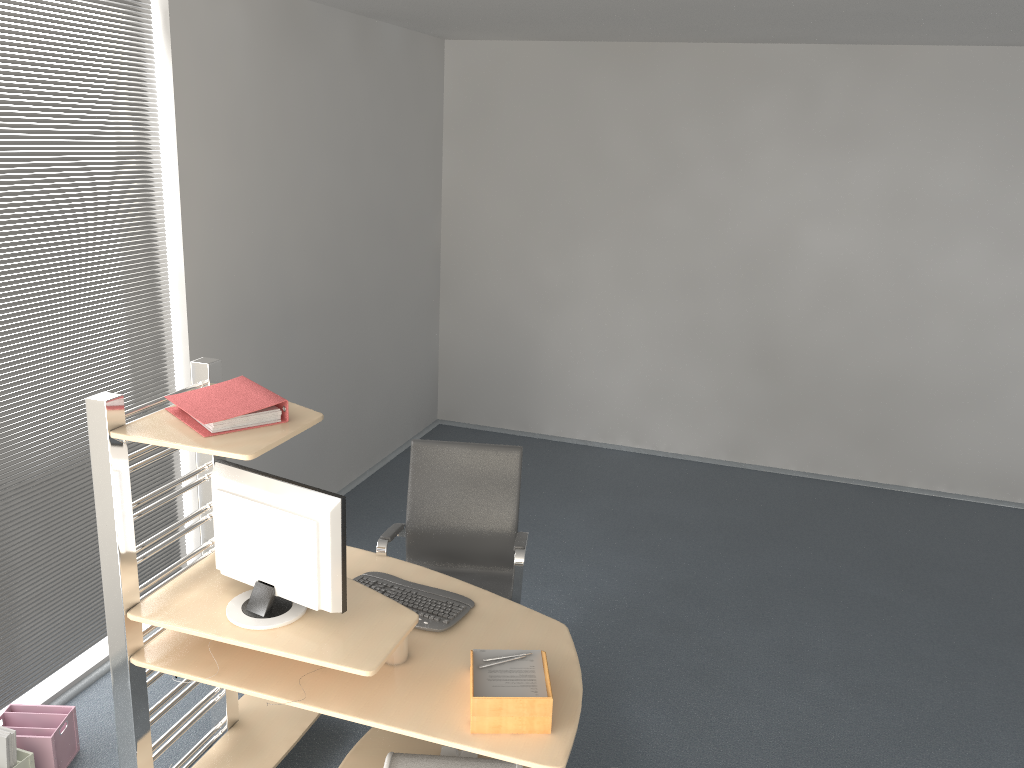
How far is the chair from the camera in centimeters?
379cm

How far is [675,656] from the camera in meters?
4.2 m

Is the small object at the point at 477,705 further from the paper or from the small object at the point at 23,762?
the small object at the point at 23,762

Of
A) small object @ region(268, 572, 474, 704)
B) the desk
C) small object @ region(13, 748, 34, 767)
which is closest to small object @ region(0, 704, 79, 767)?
small object @ region(13, 748, 34, 767)

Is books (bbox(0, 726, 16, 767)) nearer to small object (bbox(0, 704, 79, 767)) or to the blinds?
small object (bbox(0, 704, 79, 767))

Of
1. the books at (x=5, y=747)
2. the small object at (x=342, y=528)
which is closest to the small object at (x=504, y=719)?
the small object at (x=342, y=528)

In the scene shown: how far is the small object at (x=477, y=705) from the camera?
2.4m

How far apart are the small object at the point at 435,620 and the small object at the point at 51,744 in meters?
1.2 m

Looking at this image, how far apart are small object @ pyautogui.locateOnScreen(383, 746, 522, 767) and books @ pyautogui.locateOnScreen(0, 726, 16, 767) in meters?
1.3 m

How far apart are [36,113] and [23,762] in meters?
2.3
